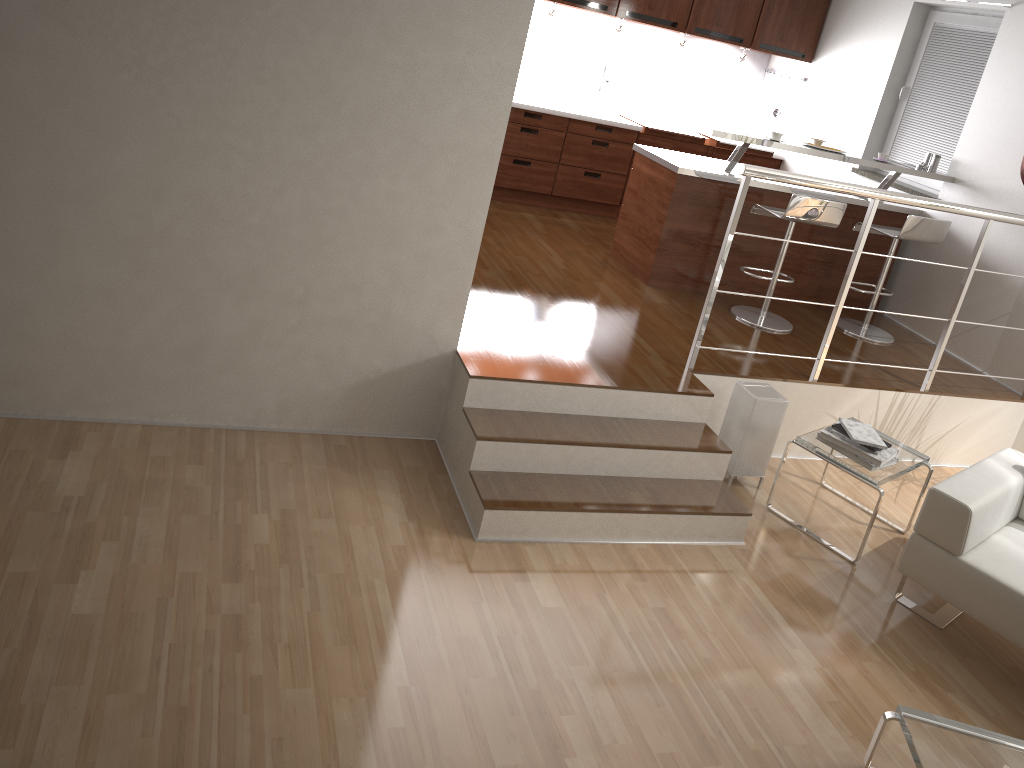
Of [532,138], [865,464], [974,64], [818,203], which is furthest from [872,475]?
[532,138]

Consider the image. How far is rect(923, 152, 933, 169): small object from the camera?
5.8 meters

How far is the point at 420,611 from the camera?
3.05m

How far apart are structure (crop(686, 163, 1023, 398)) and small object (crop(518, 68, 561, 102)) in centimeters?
337cm

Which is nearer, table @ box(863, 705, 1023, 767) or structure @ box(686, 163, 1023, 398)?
table @ box(863, 705, 1023, 767)

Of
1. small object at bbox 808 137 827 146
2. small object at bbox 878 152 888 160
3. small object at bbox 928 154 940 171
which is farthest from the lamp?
small object at bbox 928 154 940 171

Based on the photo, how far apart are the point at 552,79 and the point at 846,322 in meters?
3.0 m

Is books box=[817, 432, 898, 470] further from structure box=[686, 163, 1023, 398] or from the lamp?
structure box=[686, 163, 1023, 398]

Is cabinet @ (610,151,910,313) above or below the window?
A: below

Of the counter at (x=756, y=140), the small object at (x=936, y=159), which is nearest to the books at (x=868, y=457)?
the counter at (x=756, y=140)
